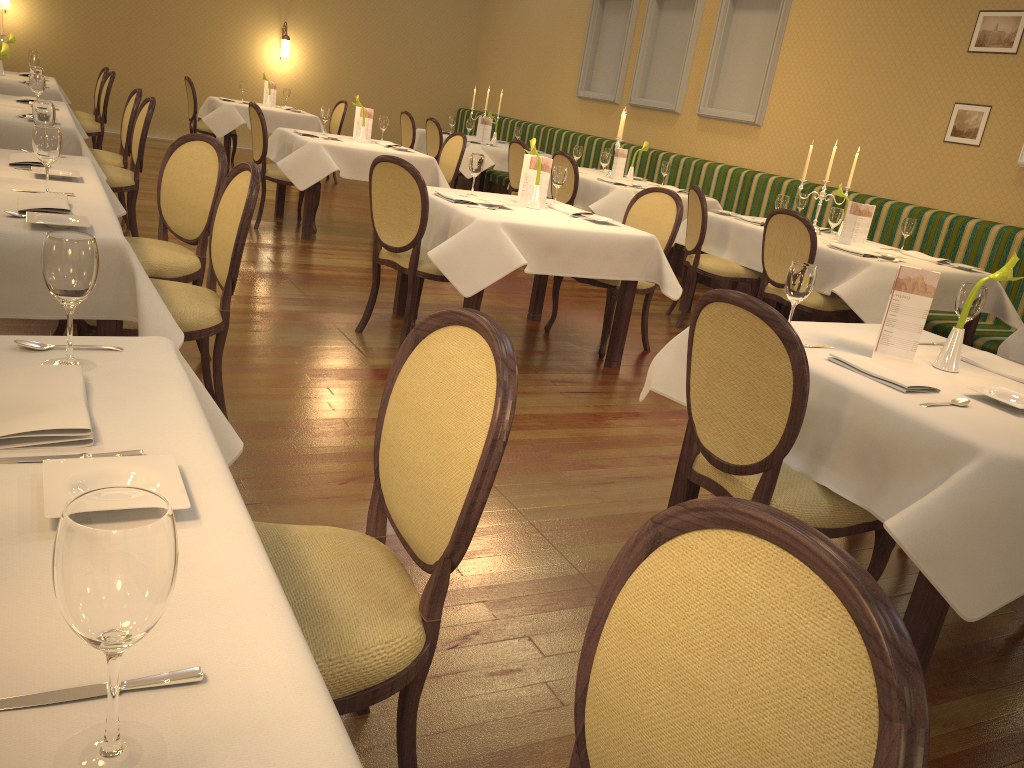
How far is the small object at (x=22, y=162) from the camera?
3.4 meters

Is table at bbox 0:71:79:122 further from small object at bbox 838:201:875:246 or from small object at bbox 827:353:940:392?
small object at bbox 827:353:940:392

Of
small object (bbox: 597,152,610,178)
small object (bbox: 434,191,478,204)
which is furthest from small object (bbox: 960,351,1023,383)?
small object (bbox: 597,152,610,178)

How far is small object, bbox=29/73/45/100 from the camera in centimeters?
529cm

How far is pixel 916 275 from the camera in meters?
2.7 m

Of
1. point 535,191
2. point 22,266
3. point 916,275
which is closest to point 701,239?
point 535,191

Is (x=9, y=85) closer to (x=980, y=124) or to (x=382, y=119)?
(x=382, y=119)

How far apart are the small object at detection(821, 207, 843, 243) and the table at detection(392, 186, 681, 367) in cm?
160

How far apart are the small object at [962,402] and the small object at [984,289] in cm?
70

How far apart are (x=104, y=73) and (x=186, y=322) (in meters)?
6.87
